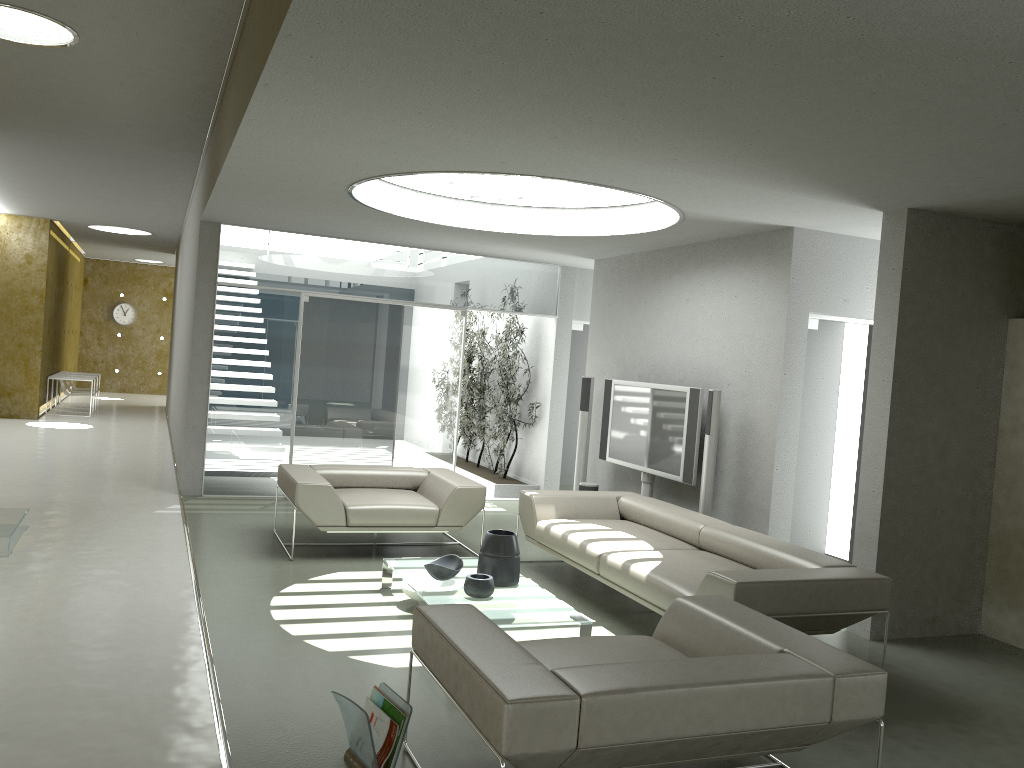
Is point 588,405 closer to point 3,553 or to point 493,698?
point 3,553

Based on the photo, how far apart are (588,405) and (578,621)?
4.15m

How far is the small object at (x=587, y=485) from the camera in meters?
8.4 m

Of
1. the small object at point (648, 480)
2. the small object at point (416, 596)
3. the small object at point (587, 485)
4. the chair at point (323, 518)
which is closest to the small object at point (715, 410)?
the small object at point (648, 480)

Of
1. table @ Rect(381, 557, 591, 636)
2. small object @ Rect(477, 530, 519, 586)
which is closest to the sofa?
table @ Rect(381, 557, 591, 636)

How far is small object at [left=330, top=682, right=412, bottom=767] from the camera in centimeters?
318cm

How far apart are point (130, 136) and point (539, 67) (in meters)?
5.79

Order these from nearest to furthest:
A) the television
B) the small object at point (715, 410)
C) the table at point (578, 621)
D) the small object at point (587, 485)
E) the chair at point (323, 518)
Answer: the table at point (578, 621) < the chair at point (323, 518) < the small object at point (715, 410) < the television < the small object at point (587, 485)

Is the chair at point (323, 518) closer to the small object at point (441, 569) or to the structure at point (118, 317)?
the small object at point (441, 569)

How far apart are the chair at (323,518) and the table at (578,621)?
0.8m
